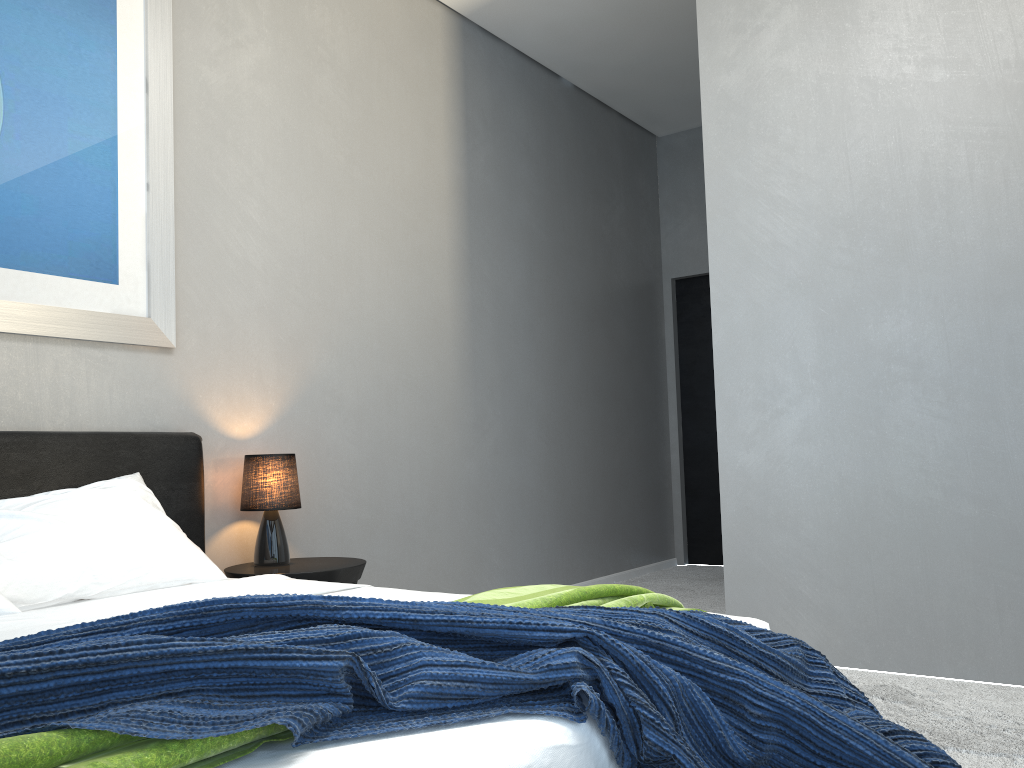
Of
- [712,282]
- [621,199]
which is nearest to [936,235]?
[712,282]

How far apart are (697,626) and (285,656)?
0.7m

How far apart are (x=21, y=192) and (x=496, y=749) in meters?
2.5

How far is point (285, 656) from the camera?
1.0 meters

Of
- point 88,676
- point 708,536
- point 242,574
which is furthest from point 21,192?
point 708,536

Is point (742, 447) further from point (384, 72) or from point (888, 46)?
point (384, 72)

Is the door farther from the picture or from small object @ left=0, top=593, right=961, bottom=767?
small object @ left=0, top=593, right=961, bottom=767

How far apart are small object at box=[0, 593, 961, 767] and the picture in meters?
1.8

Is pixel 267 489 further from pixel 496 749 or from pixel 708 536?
pixel 708 536

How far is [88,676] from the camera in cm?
99
